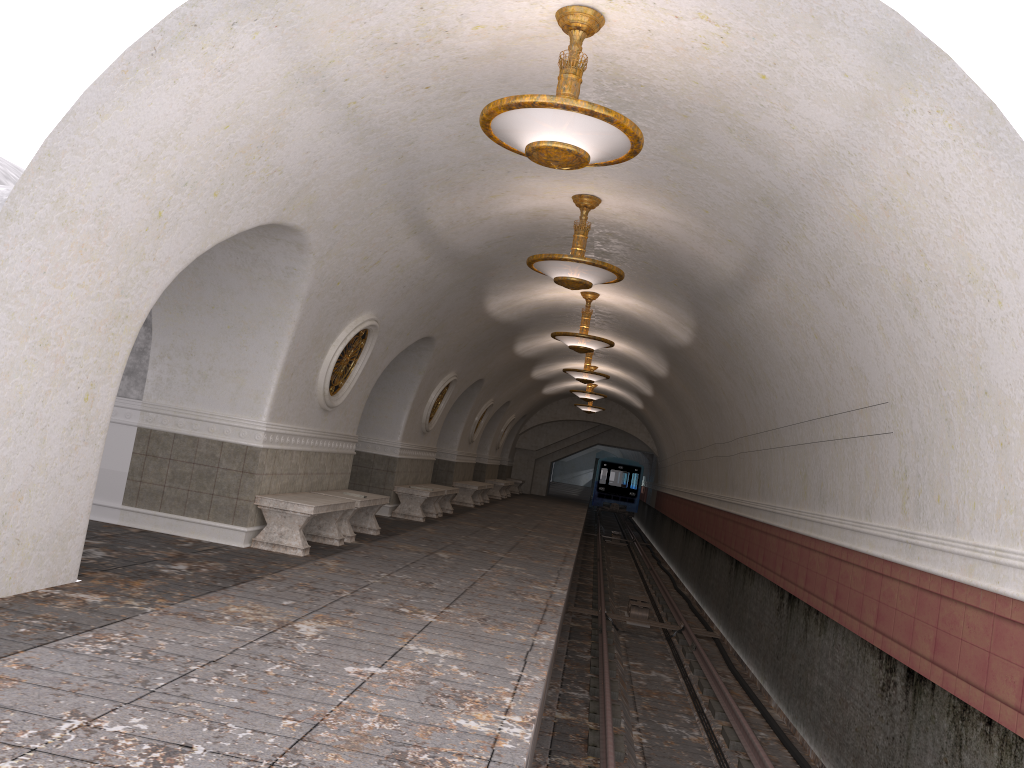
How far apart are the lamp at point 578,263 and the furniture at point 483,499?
14.86m

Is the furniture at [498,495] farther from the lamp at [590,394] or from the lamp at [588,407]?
the lamp at [590,394]

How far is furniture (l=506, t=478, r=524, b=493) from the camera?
32.7m

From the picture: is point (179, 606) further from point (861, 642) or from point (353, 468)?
point (353, 468)

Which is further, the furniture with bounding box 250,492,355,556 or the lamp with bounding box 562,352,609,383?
the lamp with bounding box 562,352,609,383

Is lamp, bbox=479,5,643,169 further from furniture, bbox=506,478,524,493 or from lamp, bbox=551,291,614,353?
furniture, bbox=506,478,524,493

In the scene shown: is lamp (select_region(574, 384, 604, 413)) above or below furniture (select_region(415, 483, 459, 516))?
above

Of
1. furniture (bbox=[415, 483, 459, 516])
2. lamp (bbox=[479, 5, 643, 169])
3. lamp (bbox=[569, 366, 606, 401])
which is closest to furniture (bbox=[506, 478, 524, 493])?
lamp (bbox=[569, 366, 606, 401])

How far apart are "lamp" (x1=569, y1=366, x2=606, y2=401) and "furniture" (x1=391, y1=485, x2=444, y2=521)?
8.0m

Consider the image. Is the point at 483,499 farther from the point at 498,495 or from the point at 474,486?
the point at 498,495
